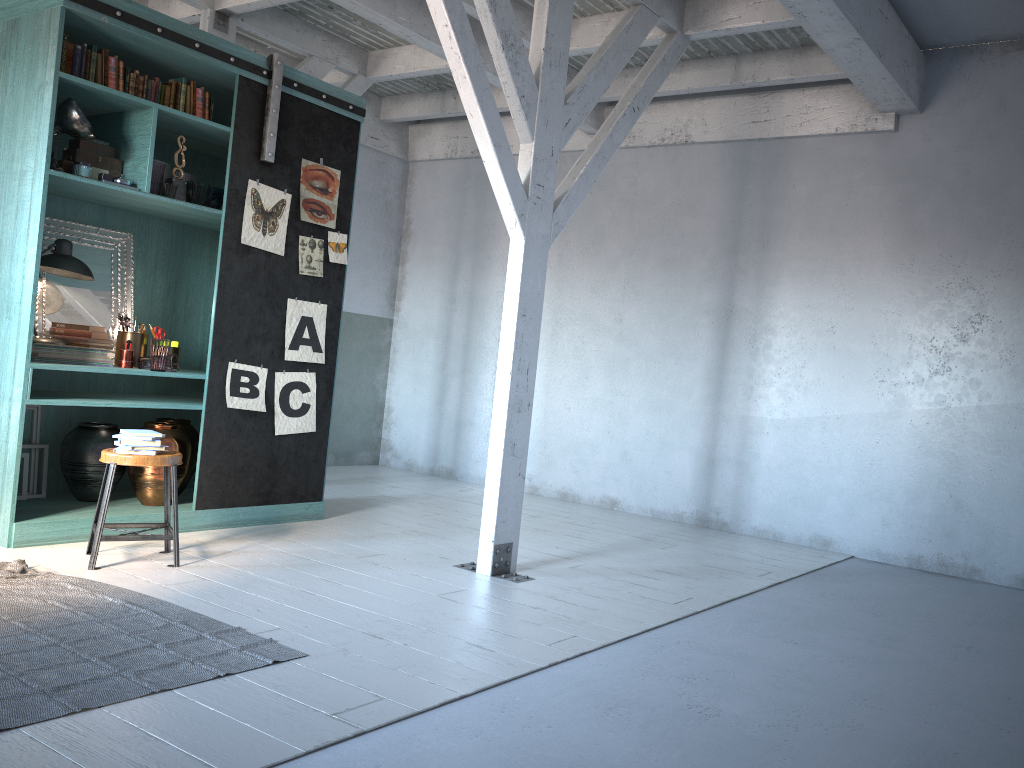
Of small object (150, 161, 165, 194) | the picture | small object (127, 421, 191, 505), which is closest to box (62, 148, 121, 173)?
small object (150, 161, 165, 194)

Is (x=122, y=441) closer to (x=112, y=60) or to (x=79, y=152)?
(x=79, y=152)

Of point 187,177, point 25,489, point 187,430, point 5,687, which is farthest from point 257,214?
point 5,687

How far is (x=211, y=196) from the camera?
6.5 meters

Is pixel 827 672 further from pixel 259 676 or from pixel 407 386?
pixel 407 386

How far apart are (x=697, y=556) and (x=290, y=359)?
3.5 meters

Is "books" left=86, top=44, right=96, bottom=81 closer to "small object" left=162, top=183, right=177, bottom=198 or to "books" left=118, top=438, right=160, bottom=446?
"small object" left=162, top=183, right=177, bottom=198

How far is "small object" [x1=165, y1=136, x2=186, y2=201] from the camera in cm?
625

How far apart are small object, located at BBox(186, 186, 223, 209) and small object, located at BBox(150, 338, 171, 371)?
1.11m

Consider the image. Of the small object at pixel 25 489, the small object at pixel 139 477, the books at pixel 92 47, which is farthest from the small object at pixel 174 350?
the books at pixel 92 47
